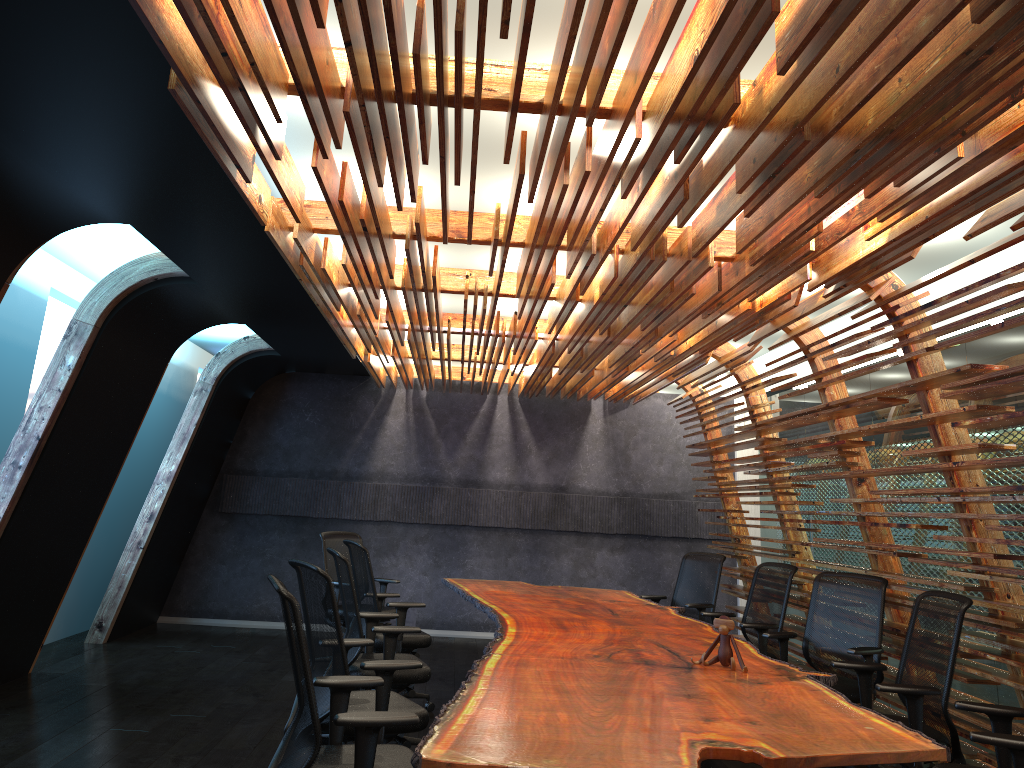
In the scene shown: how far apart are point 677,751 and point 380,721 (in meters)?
1.06

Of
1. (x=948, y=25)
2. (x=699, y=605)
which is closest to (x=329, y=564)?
(x=699, y=605)

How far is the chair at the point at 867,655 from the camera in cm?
567

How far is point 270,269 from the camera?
6.06m

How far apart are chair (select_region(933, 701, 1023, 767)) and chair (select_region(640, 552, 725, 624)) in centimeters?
394cm

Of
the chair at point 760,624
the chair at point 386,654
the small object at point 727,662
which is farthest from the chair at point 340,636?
the chair at point 760,624

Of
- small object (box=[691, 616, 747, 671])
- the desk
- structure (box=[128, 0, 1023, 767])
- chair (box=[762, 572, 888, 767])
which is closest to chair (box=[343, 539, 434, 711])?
the desk

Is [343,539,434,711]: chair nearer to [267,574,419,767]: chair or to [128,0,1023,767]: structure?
[128,0,1023,767]: structure

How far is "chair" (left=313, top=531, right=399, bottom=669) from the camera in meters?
8.4

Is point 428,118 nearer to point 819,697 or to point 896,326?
point 819,697
